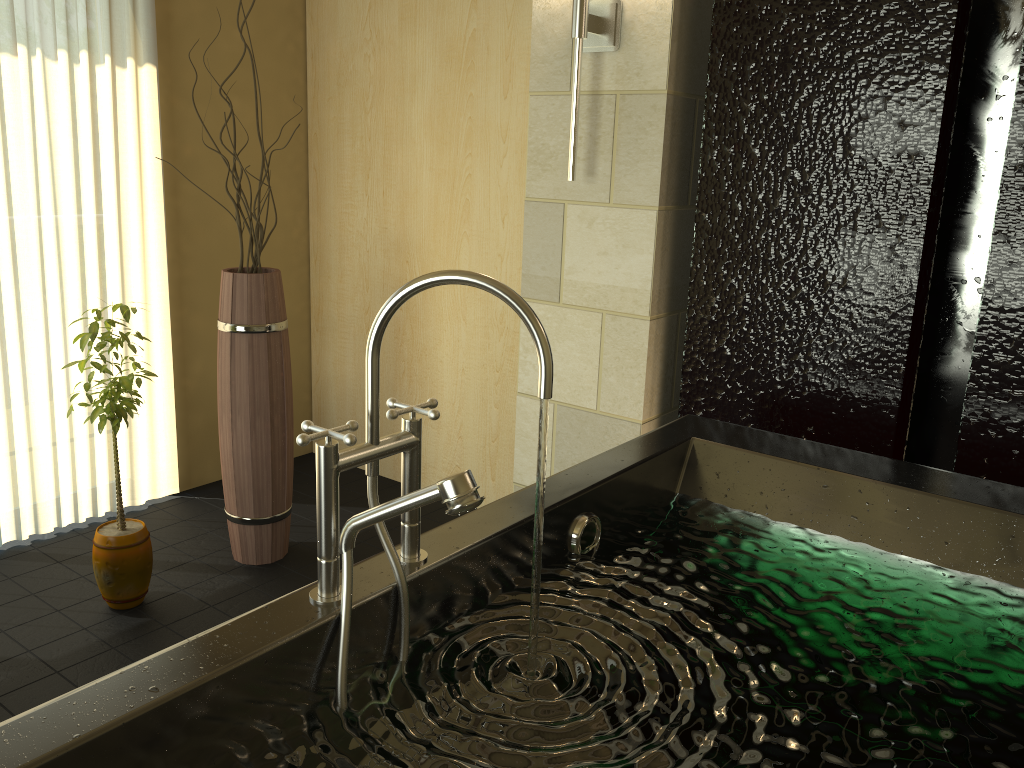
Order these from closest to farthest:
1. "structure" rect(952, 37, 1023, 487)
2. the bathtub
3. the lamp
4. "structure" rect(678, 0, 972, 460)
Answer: the bathtub, "structure" rect(952, 37, 1023, 487), "structure" rect(678, 0, 972, 460), the lamp

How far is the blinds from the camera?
2.8 meters

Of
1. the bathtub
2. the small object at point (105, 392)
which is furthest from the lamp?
the small object at point (105, 392)

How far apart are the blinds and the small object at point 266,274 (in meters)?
0.56

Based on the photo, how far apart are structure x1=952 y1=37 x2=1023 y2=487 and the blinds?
2.7m

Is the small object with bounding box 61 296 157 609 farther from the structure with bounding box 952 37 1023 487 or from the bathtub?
the structure with bounding box 952 37 1023 487

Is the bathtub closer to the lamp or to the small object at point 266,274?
the lamp

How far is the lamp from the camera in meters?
2.4

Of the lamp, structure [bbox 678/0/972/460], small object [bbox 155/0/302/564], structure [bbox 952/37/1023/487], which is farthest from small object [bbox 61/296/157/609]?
structure [bbox 952/37/1023/487]

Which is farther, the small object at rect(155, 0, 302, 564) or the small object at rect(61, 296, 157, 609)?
the small object at rect(155, 0, 302, 564)
